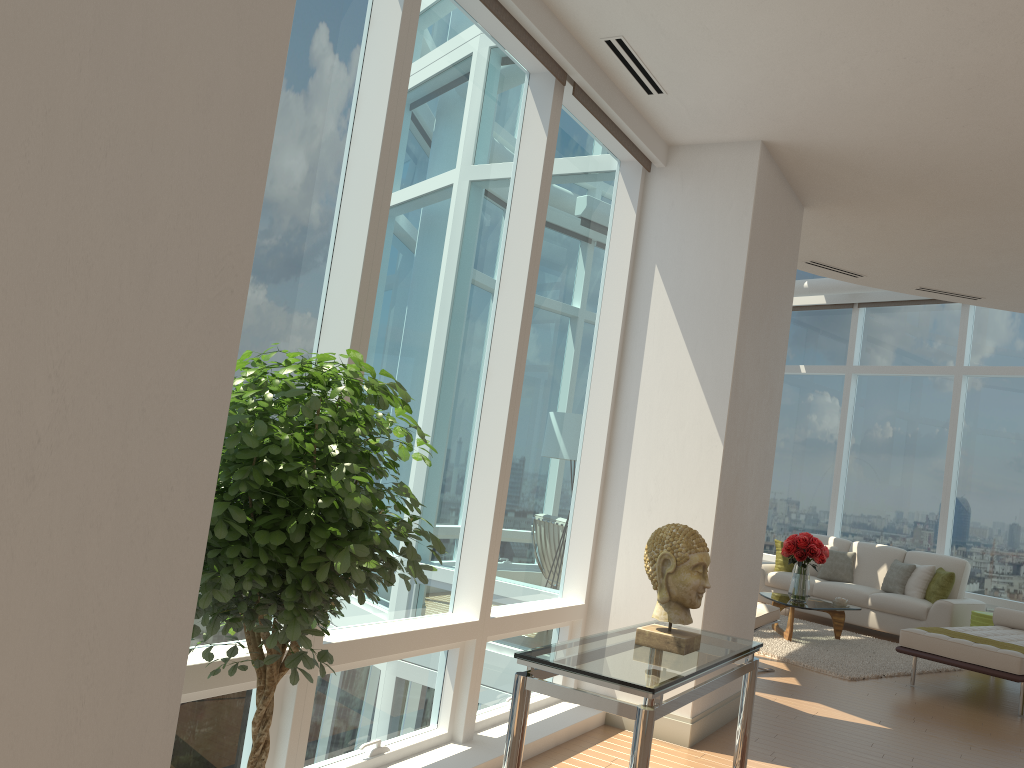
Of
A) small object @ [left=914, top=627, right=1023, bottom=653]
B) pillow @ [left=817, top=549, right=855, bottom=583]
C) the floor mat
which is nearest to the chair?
the floor mat

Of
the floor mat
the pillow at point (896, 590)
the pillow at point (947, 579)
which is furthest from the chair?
the pillow at point (896, 590)

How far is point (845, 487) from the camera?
12.1 meters

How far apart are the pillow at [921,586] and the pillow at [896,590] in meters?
0.1

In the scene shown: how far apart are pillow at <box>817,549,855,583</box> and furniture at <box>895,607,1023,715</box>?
2.31m

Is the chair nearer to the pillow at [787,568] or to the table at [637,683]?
the table at [637,683]

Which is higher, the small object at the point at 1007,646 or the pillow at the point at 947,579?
the pillow at the point at 947,579

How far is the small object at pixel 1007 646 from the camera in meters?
7.0 m

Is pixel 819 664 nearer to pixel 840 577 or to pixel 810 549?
pixel 810 549

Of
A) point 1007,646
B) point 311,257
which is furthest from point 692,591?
point 1007,646
